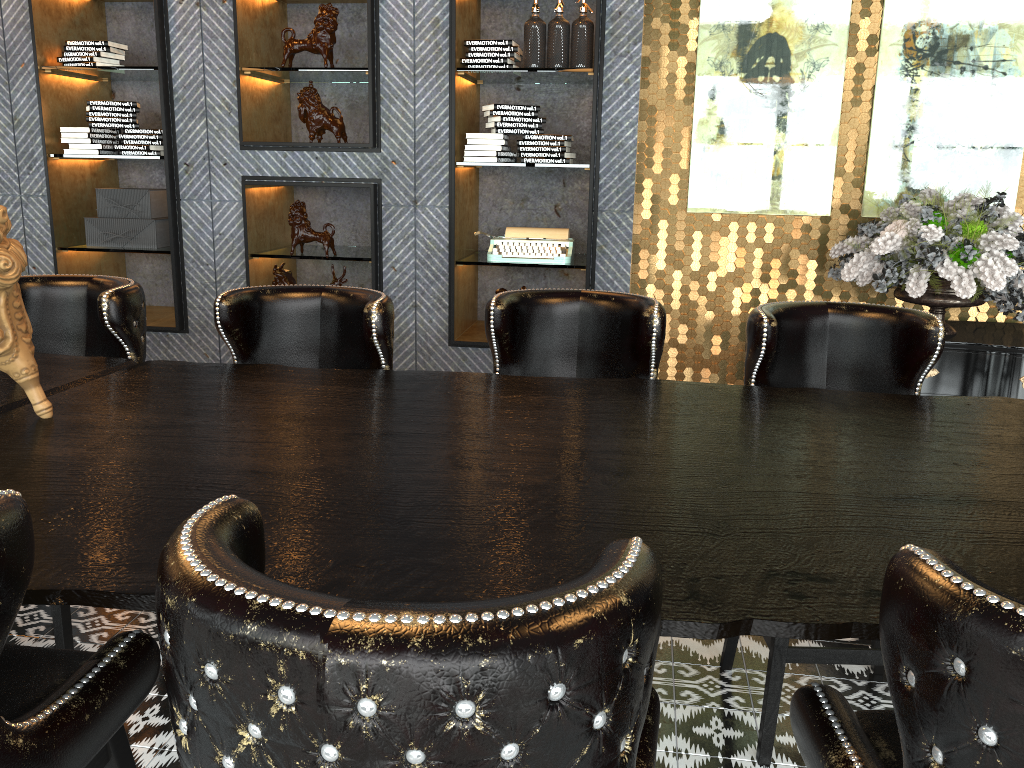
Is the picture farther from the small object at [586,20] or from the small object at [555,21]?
the small object at [555,21]

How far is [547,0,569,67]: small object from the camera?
4.2 meters

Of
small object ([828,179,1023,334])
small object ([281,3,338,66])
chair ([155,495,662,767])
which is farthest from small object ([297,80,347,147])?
chair ([155,495,662,767])

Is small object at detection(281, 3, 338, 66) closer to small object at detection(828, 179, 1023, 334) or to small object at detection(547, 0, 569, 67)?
small object at detection(547, 0, 569, 67)

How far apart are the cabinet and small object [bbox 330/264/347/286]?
2.9m

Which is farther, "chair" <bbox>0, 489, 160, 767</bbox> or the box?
the box

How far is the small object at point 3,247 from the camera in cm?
172

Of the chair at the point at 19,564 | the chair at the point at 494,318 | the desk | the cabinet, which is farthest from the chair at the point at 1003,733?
the cabinet

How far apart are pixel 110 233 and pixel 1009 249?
4.4m

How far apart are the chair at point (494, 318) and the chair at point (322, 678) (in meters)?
1.34
